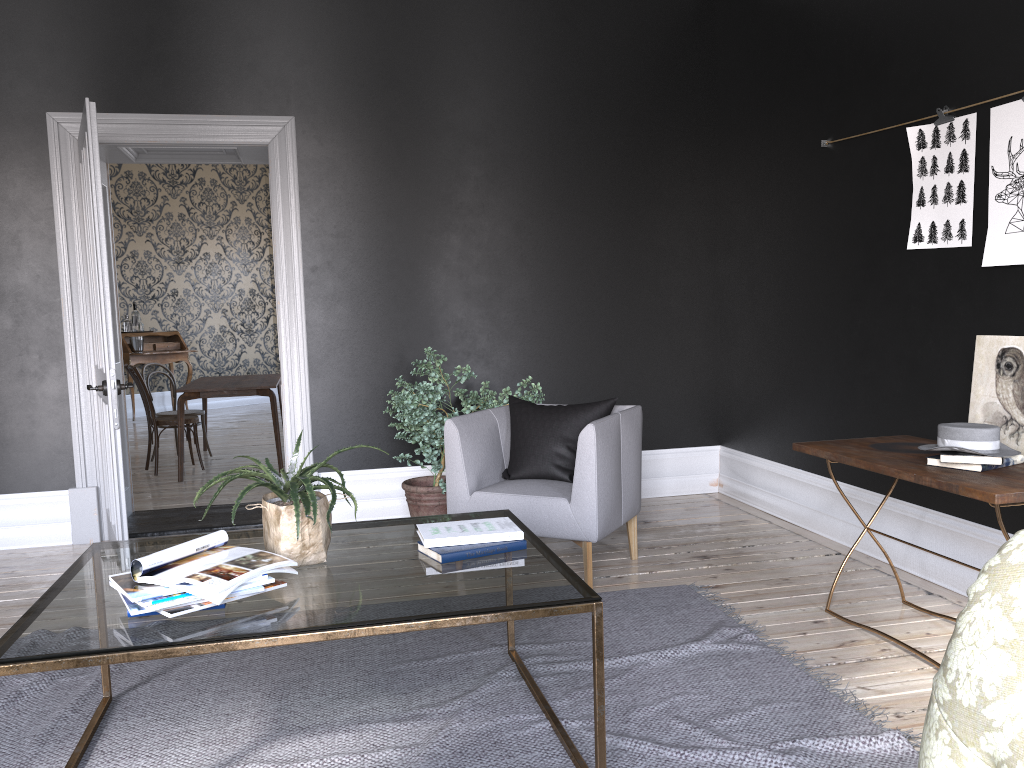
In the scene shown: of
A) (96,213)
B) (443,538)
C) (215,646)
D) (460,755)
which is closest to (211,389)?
(96,213)

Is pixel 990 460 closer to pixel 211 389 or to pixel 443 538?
pixel 443 538

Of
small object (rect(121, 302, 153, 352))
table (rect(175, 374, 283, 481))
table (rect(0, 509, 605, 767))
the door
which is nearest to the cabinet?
small object (rect(121, 302, 153, 352))

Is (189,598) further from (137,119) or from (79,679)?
(137,119)

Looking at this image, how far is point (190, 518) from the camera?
5.8 meters

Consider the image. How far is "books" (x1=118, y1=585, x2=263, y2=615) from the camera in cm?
212

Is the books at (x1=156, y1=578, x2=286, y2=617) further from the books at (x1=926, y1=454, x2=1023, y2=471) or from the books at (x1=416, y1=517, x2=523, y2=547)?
the books at (x1=926, y1=454, x2=1023, y2=471)

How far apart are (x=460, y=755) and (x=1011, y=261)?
2.8 meters

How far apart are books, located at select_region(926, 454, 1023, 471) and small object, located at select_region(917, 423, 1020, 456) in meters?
0.0

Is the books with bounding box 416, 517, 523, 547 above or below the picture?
below
